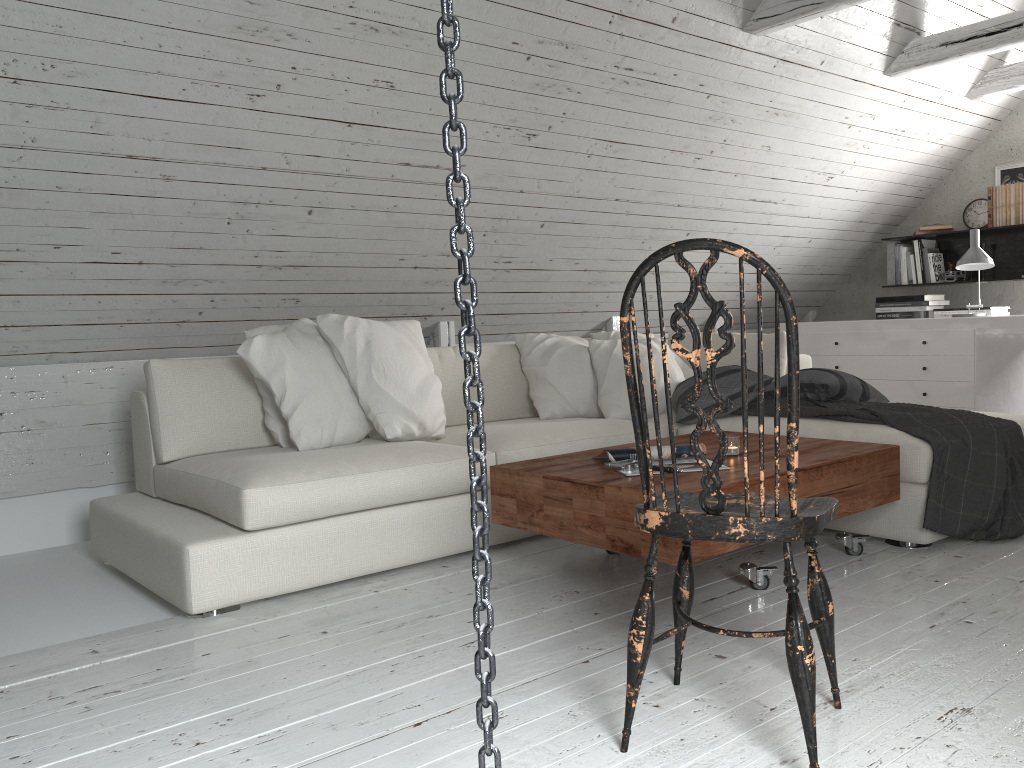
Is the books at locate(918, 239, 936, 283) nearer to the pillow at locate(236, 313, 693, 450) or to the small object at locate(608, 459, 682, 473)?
the pillow at locate(236, 313, 693, 450)

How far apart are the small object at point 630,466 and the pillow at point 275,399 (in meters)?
0.91

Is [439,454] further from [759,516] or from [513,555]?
[759,516]

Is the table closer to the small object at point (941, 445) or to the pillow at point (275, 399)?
the small object at point (941, 445)

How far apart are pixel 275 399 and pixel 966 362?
3.6 meters

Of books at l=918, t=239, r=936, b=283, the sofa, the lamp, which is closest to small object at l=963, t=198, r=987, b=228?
books at l=918, t=239, r=936, b=283

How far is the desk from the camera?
4.6m

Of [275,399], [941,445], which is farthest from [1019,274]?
[275,399]

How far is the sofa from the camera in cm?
254

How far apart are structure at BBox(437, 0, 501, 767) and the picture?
5.6m
